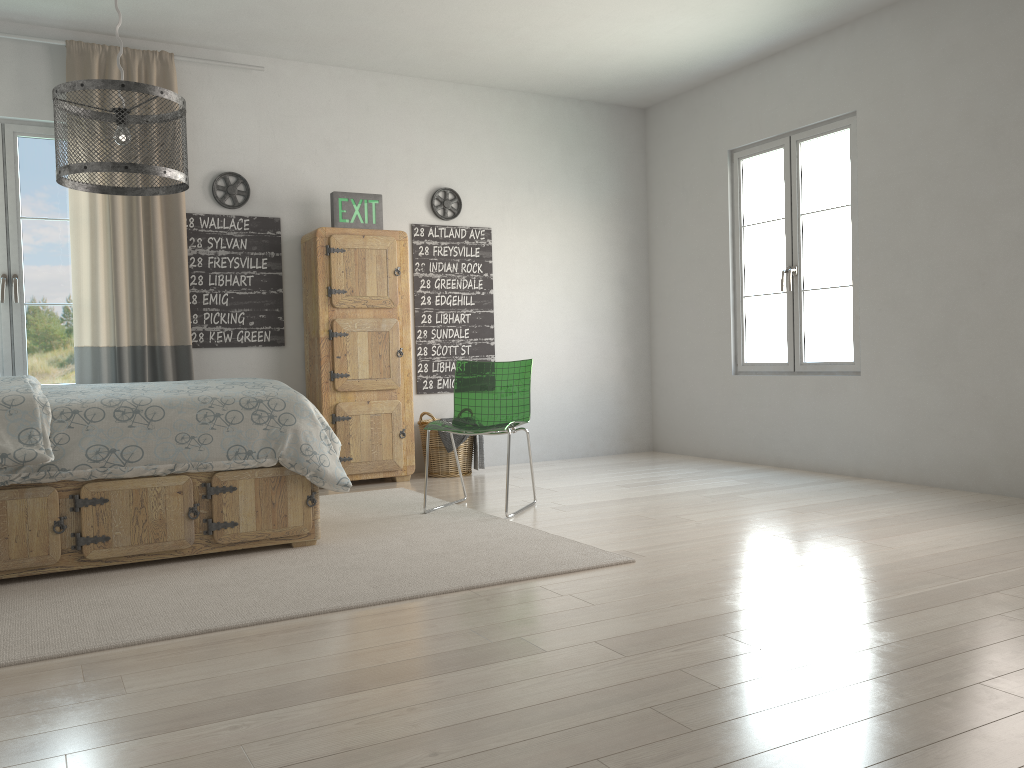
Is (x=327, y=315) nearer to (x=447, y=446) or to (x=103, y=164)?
(x=447, y=446)

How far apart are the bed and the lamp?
0.8 meters

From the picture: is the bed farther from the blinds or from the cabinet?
the cabinet

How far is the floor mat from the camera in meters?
2.6

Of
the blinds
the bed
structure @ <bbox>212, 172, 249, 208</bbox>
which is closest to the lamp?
the bed

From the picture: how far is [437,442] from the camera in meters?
5.7

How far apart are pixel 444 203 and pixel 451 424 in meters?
2.2

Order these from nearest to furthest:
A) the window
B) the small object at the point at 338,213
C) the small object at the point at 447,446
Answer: the window
the small object at the point at 338,213
the small object at the point at 447,446

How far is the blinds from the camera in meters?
4.9

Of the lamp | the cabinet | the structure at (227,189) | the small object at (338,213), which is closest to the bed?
the lamp
